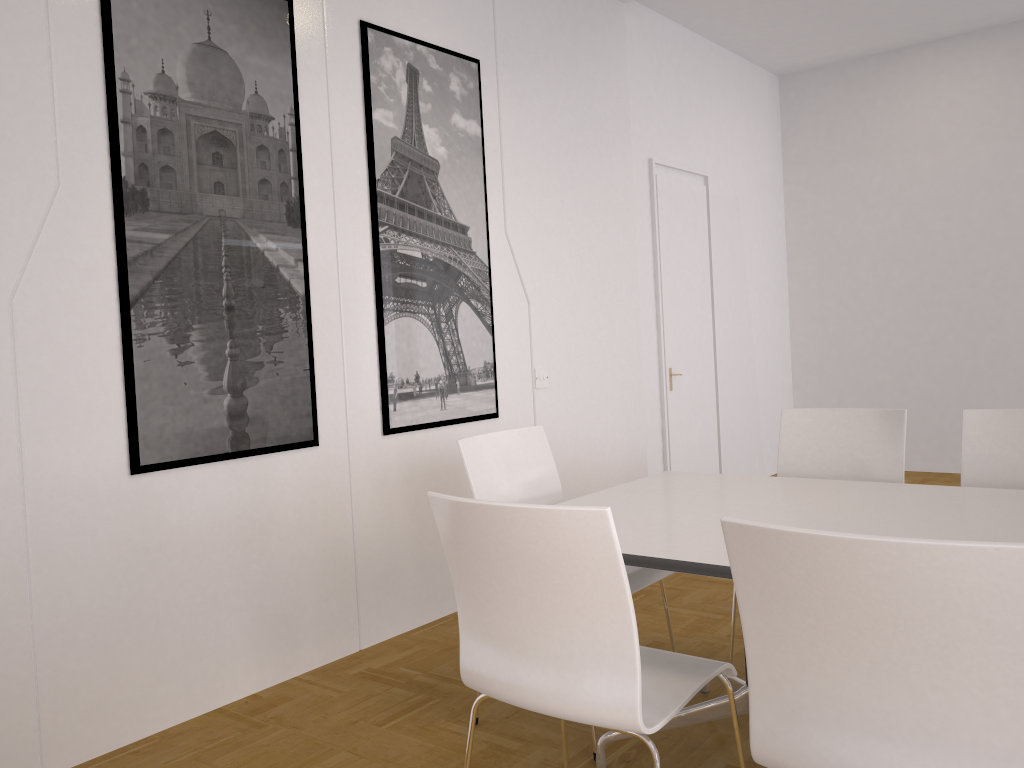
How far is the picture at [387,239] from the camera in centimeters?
384cm

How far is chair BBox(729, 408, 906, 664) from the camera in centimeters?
328cm

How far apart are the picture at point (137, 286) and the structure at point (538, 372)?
1.51m

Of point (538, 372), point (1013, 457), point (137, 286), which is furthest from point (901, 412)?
point (137, 286)

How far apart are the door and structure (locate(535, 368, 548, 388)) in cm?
156

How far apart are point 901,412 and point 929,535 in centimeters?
120cm

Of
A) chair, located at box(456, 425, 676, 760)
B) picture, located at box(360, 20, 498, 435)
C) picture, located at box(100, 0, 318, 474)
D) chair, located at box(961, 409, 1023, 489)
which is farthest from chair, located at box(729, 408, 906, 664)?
picture, located at box(100, 0, 318, 474)

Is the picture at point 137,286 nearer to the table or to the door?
the table

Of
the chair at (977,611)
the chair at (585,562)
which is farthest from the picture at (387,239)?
the chair at (977,611)

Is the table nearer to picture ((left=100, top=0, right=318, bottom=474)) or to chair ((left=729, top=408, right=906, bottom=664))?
chair ((left=729, top=408, right=906, bottom=664))
